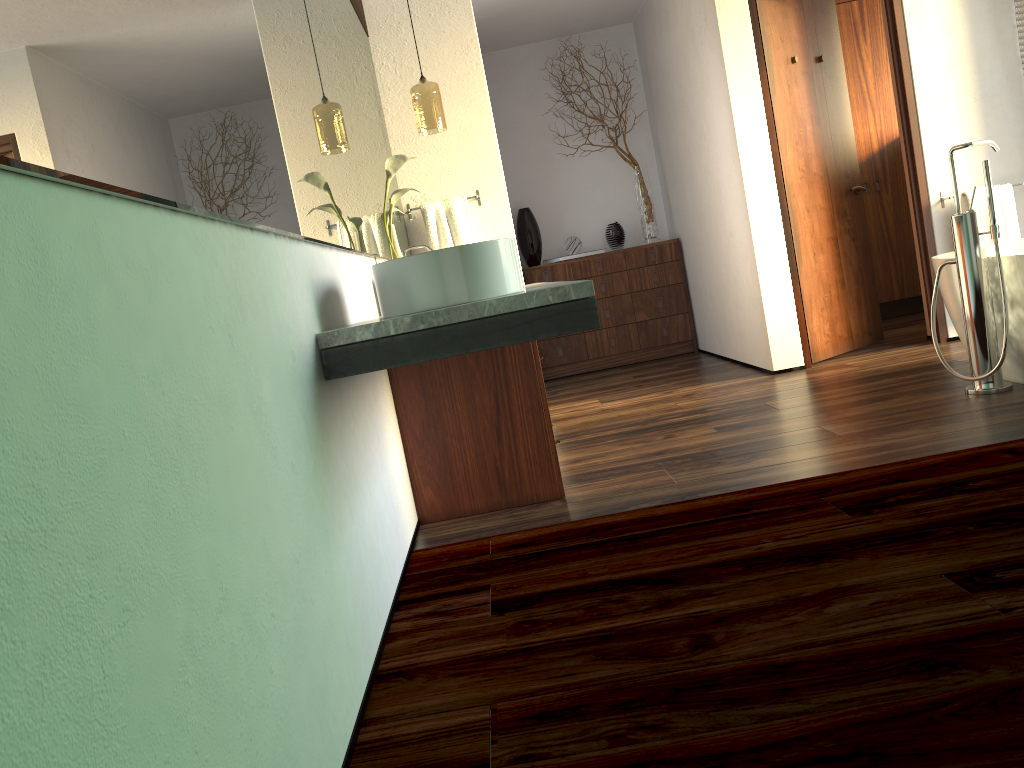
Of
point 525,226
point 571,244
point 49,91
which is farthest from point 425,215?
point 49,91

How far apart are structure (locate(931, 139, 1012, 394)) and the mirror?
2.09m

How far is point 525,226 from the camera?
6.2 meters

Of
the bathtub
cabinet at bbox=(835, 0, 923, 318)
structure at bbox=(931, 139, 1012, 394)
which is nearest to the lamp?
structure at bbox=(931, 139, 1012, 394)

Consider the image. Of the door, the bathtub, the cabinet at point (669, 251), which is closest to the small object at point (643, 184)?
the cabinet at point (669, 251)

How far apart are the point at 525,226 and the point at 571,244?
0.3 meters

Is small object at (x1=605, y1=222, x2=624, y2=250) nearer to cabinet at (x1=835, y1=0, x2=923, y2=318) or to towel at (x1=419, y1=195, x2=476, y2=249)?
cabinet at (x1=835, y1=0, x2=923, y2=318)

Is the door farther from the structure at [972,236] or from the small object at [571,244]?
the small object at [571,244]

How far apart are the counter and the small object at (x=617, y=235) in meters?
3.6

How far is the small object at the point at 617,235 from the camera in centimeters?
625cm
